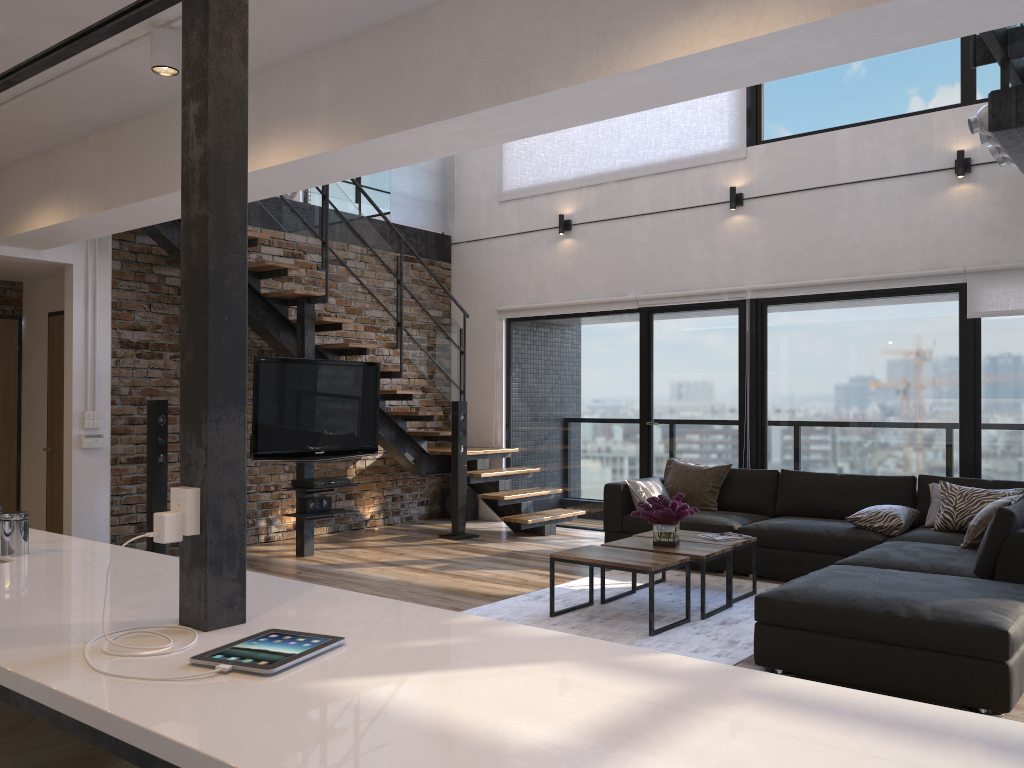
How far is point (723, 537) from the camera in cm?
540

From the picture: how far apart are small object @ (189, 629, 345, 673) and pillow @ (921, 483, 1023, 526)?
5.0 meters

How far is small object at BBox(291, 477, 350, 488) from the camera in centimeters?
654cm

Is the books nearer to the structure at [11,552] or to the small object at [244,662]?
the structure at [11,552]

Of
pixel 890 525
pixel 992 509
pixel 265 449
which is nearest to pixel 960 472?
pixel 890 525

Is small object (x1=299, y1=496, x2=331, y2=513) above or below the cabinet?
below

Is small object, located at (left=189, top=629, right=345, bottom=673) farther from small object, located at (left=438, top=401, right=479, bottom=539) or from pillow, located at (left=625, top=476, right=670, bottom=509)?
small object, located at (left=438, top=401, right=479, bottom=539)

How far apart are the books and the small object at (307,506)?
3.01m

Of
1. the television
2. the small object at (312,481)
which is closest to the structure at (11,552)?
the television

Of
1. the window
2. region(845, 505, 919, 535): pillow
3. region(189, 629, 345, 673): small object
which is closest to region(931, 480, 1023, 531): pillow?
region(845, 505, 919, 535): pillow
